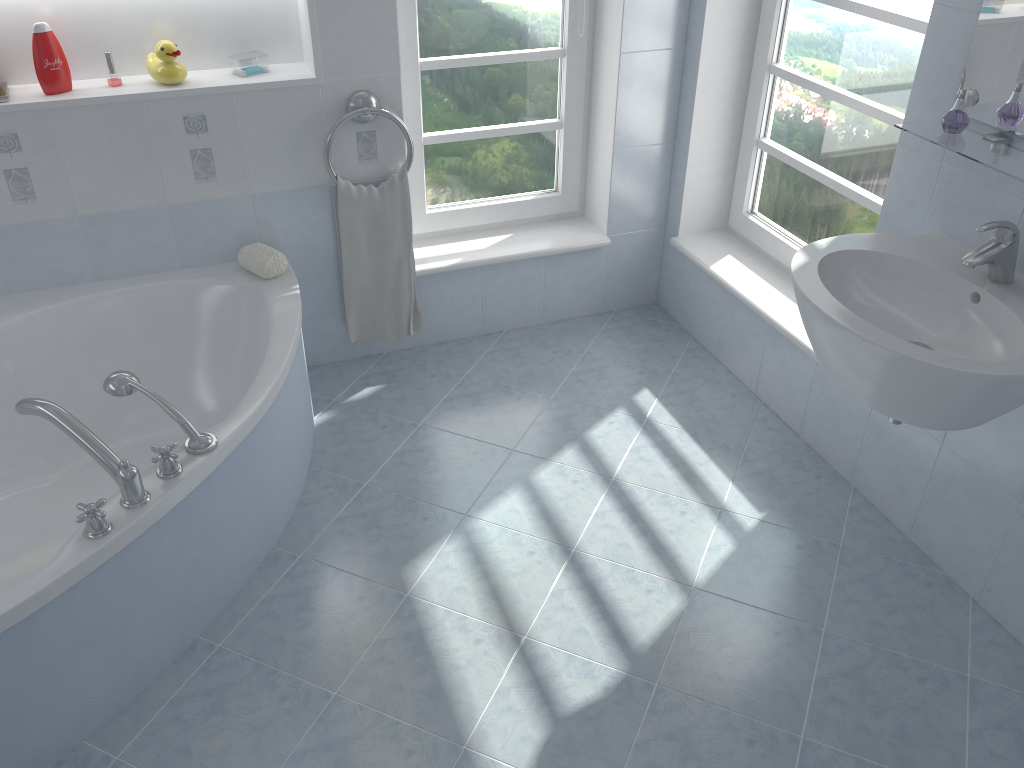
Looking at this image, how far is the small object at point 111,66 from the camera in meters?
2.6 m

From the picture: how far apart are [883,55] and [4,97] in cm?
245

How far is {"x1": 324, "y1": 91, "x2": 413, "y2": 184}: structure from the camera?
2.73m

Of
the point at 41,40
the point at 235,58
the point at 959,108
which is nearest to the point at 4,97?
the point at 41,40

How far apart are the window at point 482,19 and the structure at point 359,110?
0.2m

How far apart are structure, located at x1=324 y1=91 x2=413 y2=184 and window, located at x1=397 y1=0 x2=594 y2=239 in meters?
0.2 m

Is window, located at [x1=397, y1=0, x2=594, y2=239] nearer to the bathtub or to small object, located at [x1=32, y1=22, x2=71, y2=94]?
the bathtub

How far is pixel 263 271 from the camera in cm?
275

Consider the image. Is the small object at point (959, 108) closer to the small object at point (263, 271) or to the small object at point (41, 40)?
the small object at point (263, 271)

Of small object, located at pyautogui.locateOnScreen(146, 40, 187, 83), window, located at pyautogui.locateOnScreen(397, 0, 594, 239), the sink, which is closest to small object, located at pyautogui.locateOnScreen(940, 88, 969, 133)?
the sink
